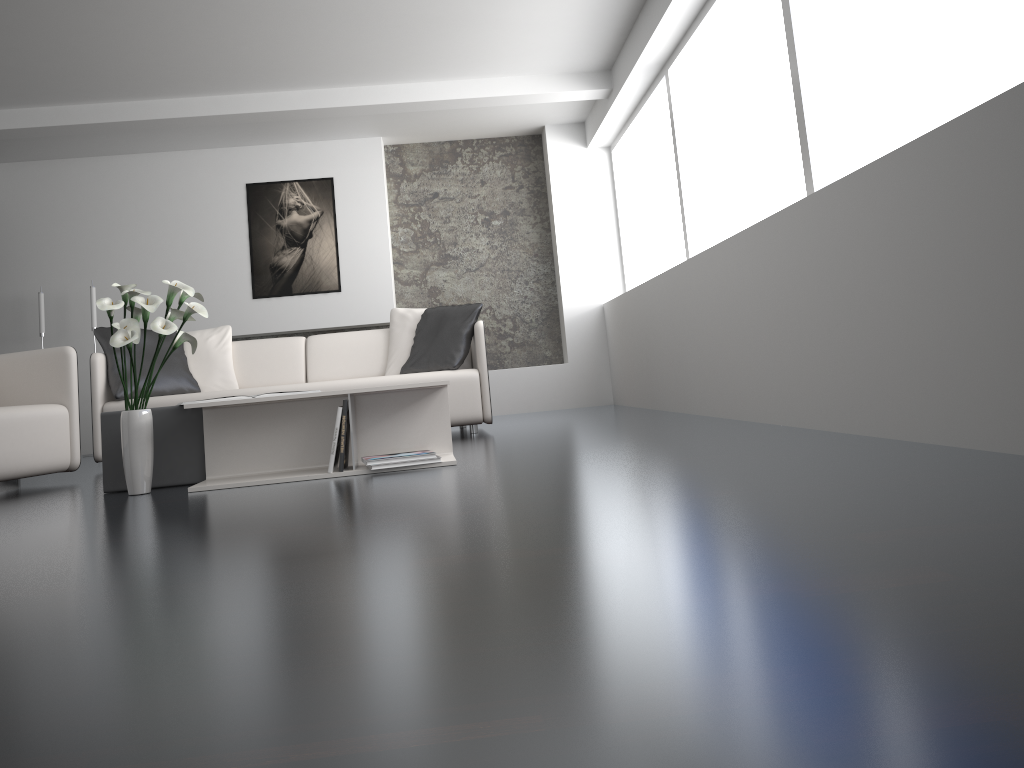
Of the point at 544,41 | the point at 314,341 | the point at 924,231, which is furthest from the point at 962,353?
the point at 314,341

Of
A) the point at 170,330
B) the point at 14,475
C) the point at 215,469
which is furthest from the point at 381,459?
the point at 14,475

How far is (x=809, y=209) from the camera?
3.21m

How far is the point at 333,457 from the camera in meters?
3.3

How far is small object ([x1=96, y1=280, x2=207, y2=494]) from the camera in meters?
3.1 m

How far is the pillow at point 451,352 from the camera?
5.27m

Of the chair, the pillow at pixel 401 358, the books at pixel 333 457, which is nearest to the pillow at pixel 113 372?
the chair

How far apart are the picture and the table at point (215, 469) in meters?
4.1 m

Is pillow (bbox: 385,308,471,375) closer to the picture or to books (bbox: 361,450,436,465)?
the picture

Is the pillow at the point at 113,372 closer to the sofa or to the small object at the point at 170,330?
the sofa
